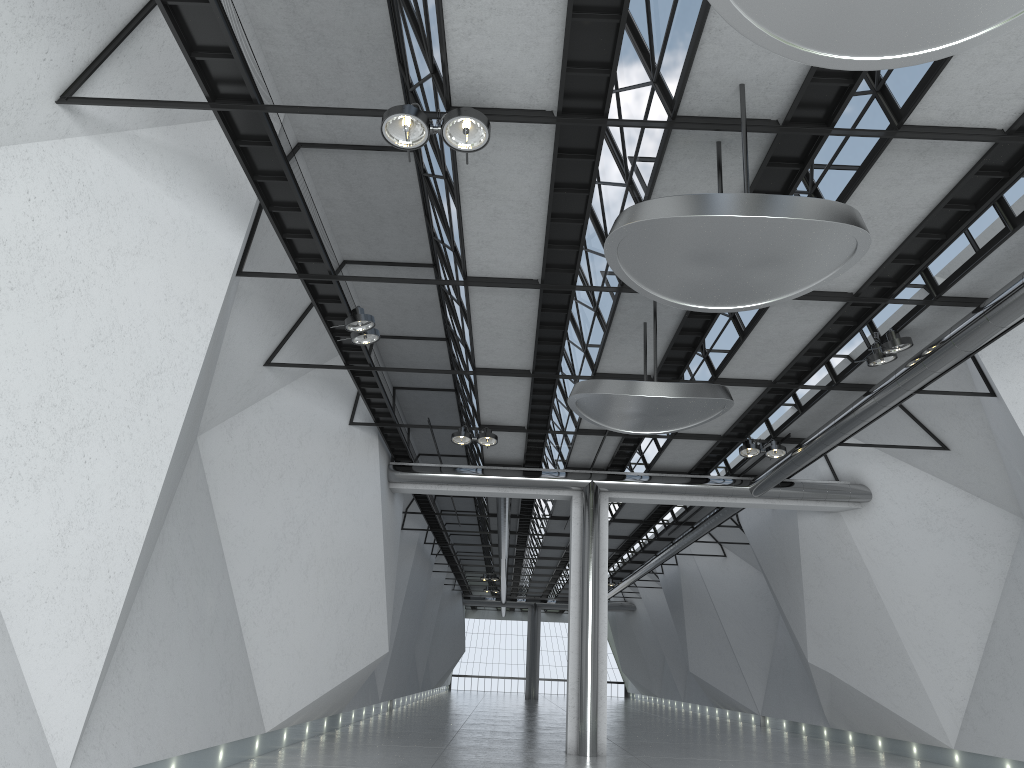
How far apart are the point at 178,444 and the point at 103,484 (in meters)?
6.64

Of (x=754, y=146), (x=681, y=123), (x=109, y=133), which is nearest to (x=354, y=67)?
(x=109, y=133)
